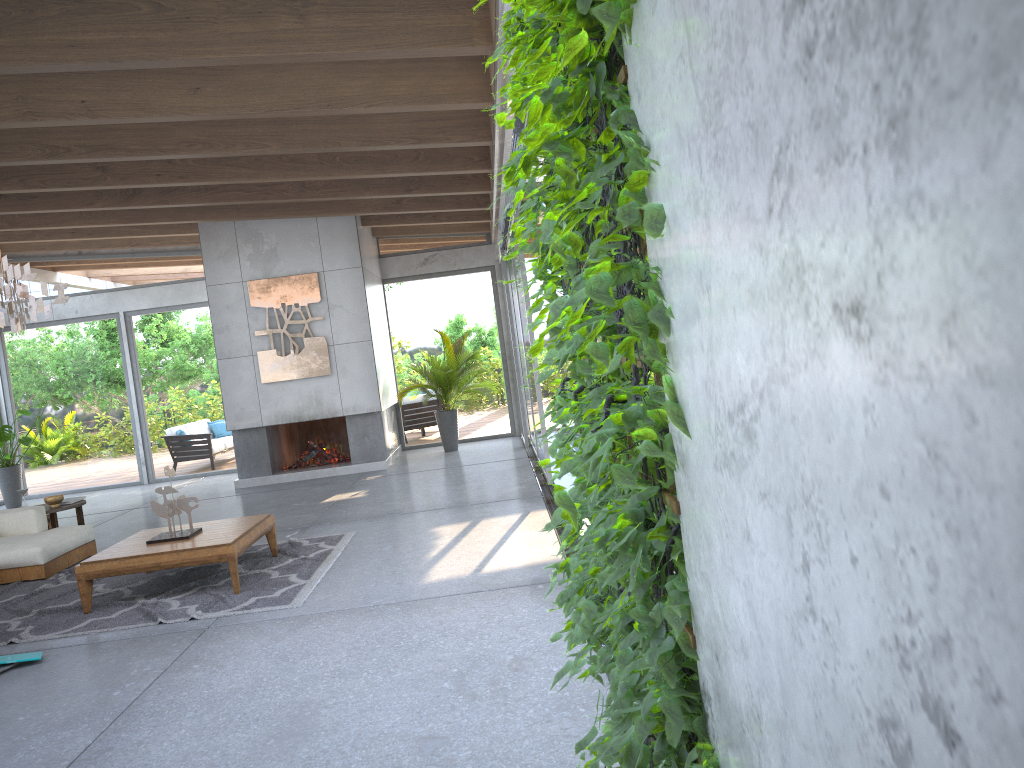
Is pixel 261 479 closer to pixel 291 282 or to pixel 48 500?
pixel 291 282

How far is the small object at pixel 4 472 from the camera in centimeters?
1251cm

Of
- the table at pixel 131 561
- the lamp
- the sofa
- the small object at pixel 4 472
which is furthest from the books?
the small object at pixel 4 472

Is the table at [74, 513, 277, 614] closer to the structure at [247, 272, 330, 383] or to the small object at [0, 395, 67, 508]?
the structure at [247, 272, 330, 383]

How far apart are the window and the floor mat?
2.3 meters

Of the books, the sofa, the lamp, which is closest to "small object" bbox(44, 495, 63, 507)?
the sofa

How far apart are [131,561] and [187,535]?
0.5 meters

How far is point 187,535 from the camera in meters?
6.2 m

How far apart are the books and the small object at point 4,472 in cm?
823

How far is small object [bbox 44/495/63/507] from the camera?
8.3m
